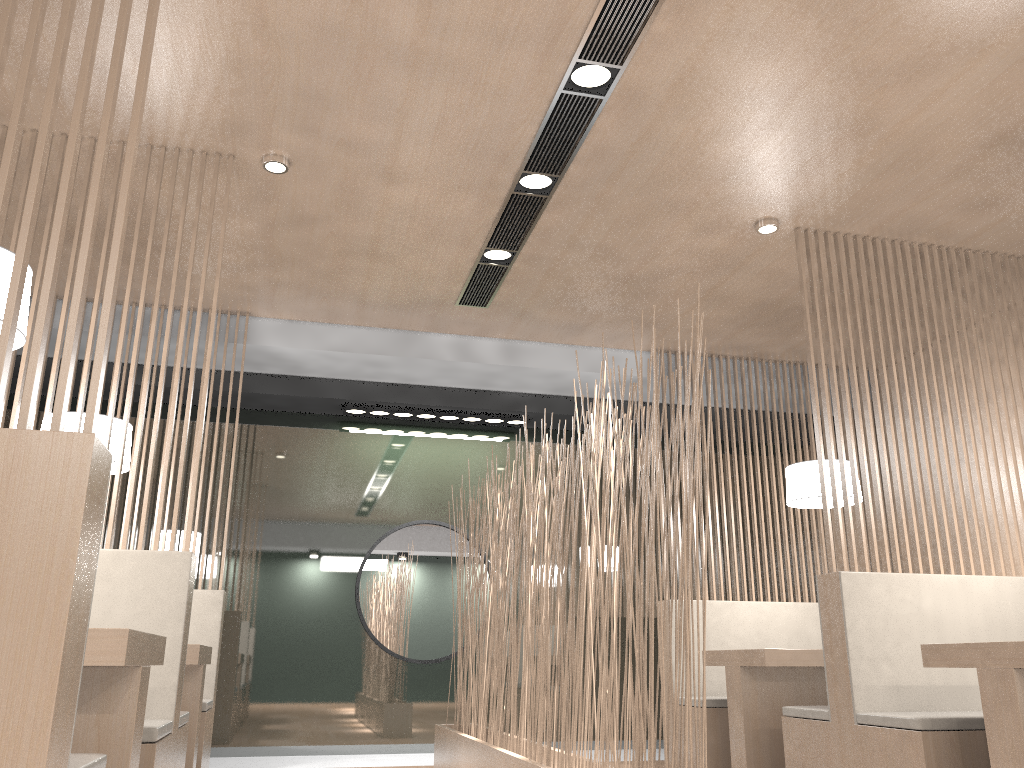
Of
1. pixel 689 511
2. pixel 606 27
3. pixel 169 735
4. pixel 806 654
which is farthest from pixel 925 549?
pixel 169 735

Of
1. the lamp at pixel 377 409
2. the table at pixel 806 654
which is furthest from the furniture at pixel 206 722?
the table at pixel 806 654

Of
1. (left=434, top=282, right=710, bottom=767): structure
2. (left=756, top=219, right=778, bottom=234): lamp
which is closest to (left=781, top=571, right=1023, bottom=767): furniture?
(left=434, top=282, right=710, bottom=767): structure

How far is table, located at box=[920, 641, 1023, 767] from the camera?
1.7 meters

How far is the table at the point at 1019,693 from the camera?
1.72m

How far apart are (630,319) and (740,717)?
1.45m

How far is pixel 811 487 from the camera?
3.0 meters

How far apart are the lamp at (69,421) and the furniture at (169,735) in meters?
0.7

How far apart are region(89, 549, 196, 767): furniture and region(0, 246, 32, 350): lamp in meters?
0.5 m

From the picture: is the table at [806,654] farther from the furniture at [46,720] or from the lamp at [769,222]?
the furniture at [46,720]
